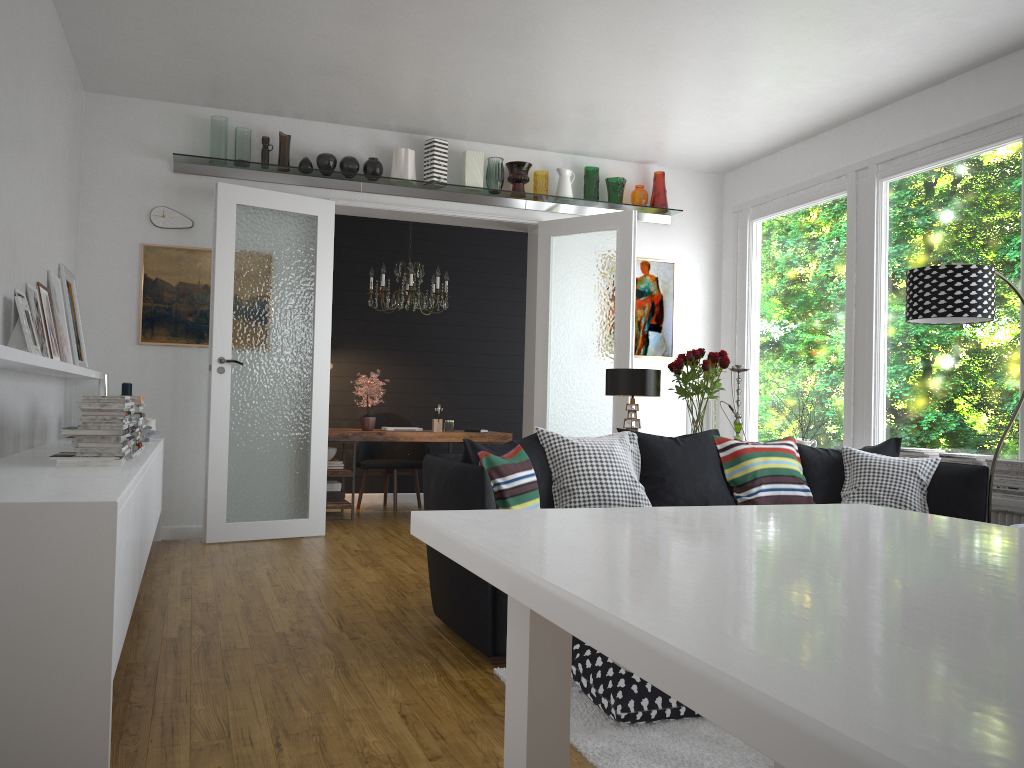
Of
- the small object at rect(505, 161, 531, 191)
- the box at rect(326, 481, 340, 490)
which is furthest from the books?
the small object at rect(505, 161, 531, 191)

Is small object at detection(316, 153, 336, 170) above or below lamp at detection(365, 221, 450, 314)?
above

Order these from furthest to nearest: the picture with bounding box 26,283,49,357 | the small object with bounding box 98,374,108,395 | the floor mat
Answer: the small object with bounding box 98,374,108,395
the picture with bounding box 26,283,49,357
the floor mat

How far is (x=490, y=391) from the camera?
9.2 meters

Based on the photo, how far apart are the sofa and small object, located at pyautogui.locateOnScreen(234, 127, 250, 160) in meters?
3.3 m

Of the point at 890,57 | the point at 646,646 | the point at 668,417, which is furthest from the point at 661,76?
the point at 646,646

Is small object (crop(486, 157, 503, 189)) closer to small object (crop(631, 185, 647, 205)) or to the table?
small object (crop(631, 185, 647, 205))

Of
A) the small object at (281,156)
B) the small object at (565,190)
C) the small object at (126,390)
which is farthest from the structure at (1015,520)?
the small object at (126,390)

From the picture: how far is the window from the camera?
5.10m

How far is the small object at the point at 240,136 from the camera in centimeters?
626cm
